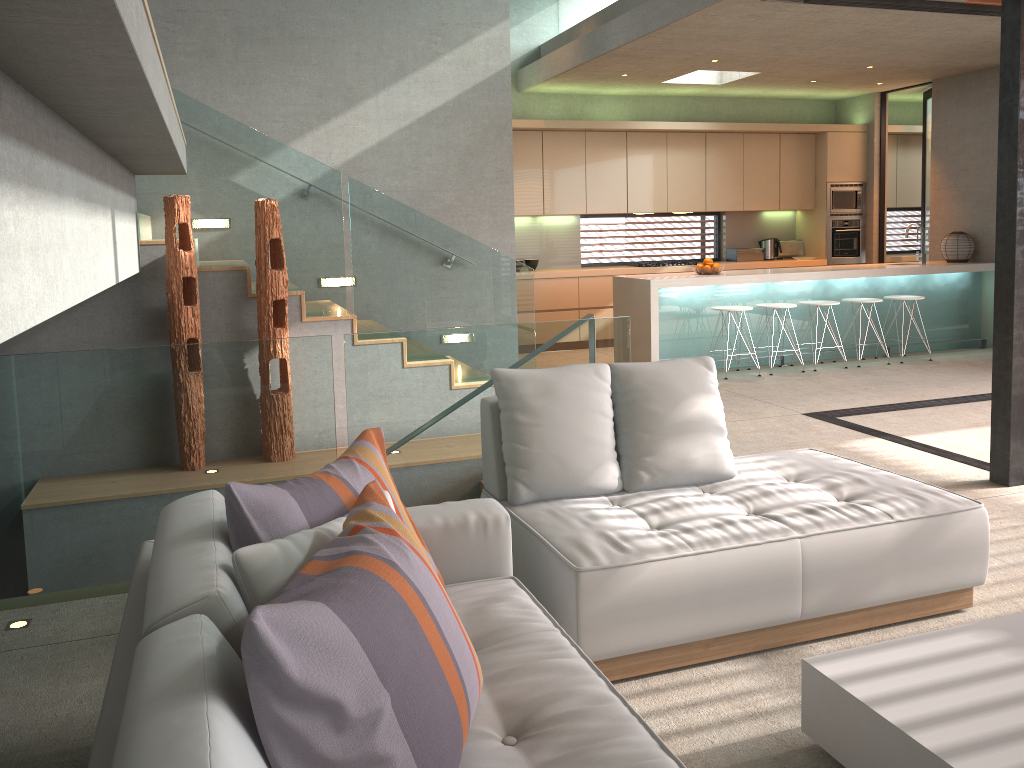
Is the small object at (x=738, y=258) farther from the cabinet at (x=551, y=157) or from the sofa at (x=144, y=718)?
the sofa at (x=144, y=718)

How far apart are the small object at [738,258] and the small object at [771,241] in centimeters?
10cm

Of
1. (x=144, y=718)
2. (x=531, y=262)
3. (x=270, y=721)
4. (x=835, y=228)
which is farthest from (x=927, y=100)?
(x=144, y=718)

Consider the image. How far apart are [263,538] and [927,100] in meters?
11.0 m

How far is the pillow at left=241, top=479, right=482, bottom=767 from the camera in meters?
1.3 m

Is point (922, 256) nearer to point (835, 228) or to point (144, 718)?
point (835, 228)

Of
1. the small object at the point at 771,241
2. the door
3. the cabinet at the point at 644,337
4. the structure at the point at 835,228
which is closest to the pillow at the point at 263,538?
the cabinet at the point at 644,337

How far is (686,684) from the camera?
2.78m

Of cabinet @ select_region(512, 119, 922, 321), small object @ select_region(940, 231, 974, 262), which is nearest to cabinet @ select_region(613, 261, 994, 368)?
small object @ select_region(940, 231, 974, 262)

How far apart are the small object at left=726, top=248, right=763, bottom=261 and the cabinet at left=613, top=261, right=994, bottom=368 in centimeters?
211cm
